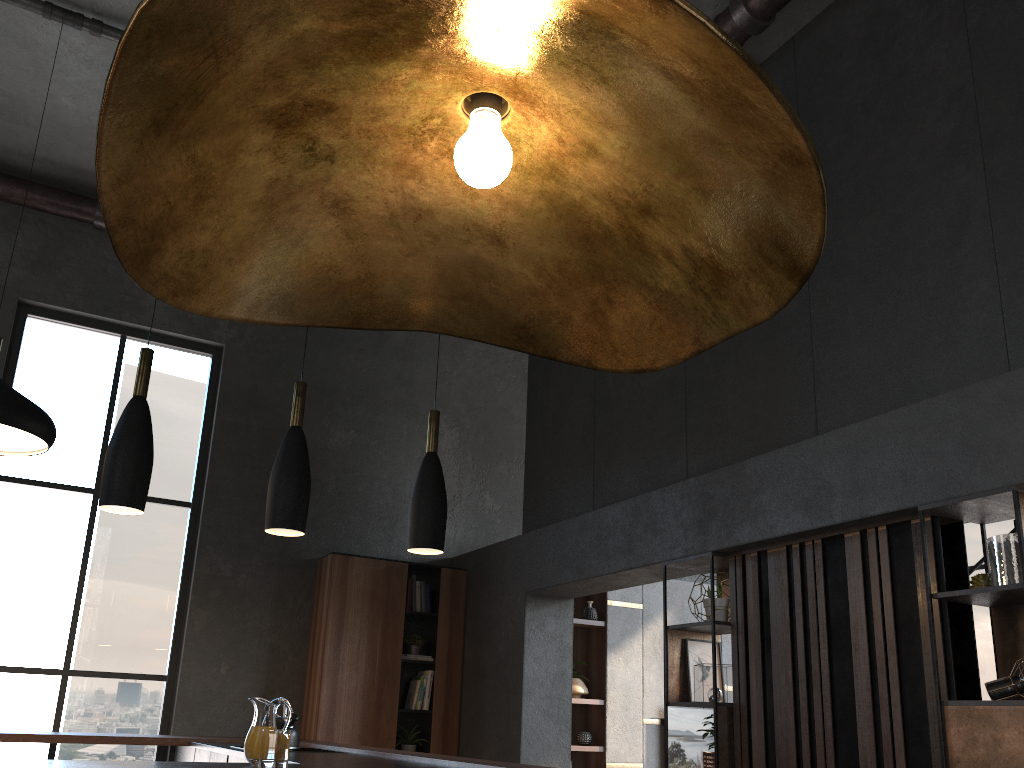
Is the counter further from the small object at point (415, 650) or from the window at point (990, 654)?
the window at point (990, 654)

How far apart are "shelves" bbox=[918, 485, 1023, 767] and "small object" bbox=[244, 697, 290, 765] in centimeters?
246cm

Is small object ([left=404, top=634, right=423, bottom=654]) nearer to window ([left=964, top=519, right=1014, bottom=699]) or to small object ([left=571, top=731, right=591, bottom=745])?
→ small object ([left=571, top=731, right=591, bottom=745])

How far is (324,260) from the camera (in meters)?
1.01

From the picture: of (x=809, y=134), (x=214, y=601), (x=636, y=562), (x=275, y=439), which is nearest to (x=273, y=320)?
(x=636, y=562)

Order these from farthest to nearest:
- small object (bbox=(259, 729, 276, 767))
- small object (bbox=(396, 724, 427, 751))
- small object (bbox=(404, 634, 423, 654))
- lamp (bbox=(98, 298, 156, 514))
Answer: small object (bbox=(404, 634, 423, 654)), small object (bbox=(396, 724, 427, 751)), lamp (bbox=(98, 298, 156, 514)), small object (bbox=(259, 729, 276, 767))

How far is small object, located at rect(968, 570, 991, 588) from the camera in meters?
3.5

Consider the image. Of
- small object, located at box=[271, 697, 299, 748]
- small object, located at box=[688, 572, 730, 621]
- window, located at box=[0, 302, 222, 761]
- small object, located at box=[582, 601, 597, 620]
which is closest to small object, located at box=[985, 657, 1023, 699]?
small object, located at box=[688, 572, 730, 621]

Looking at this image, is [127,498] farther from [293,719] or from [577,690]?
[577,690]

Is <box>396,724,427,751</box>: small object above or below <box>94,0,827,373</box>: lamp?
below
